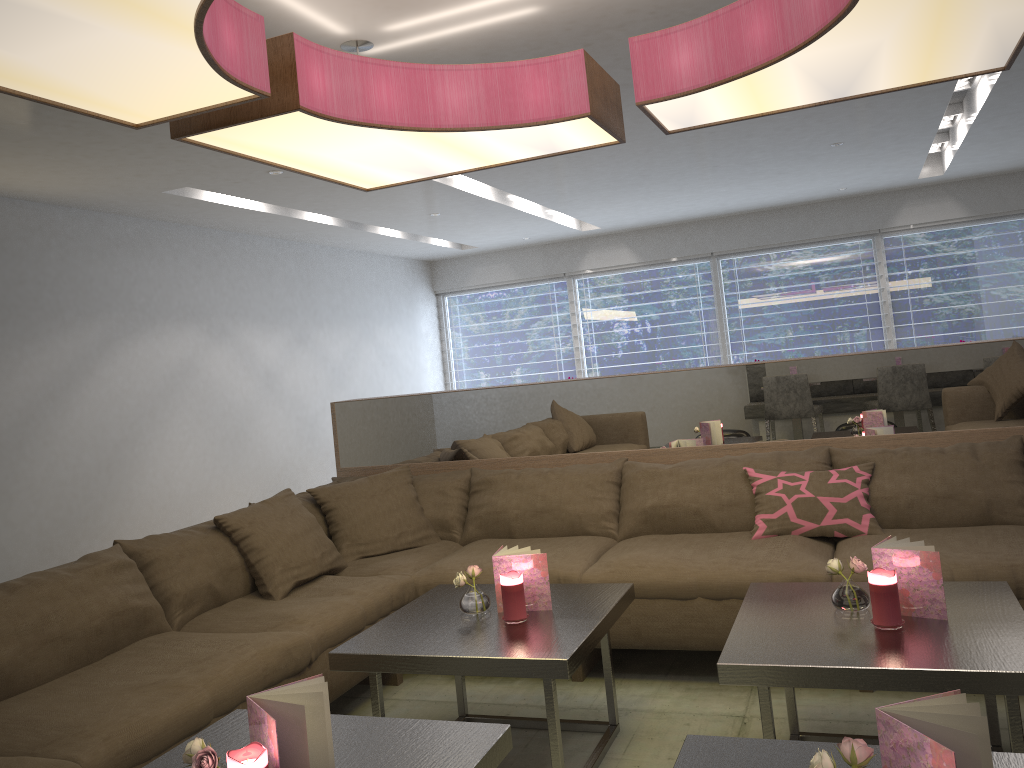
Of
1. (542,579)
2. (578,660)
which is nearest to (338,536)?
(542,579)

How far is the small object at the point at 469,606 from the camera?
2.6m

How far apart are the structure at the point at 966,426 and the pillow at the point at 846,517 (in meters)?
0.31

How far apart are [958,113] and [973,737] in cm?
671

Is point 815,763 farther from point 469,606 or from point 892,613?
point 469,606

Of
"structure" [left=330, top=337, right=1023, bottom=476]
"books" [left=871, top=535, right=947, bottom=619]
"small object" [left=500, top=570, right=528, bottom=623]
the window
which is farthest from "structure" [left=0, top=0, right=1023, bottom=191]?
the window

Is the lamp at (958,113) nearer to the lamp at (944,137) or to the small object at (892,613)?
the lamp at (944,137)

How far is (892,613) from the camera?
2.1m

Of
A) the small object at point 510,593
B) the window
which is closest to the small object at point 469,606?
the small object at point 510,593

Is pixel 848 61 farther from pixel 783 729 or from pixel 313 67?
pixel 783 729
